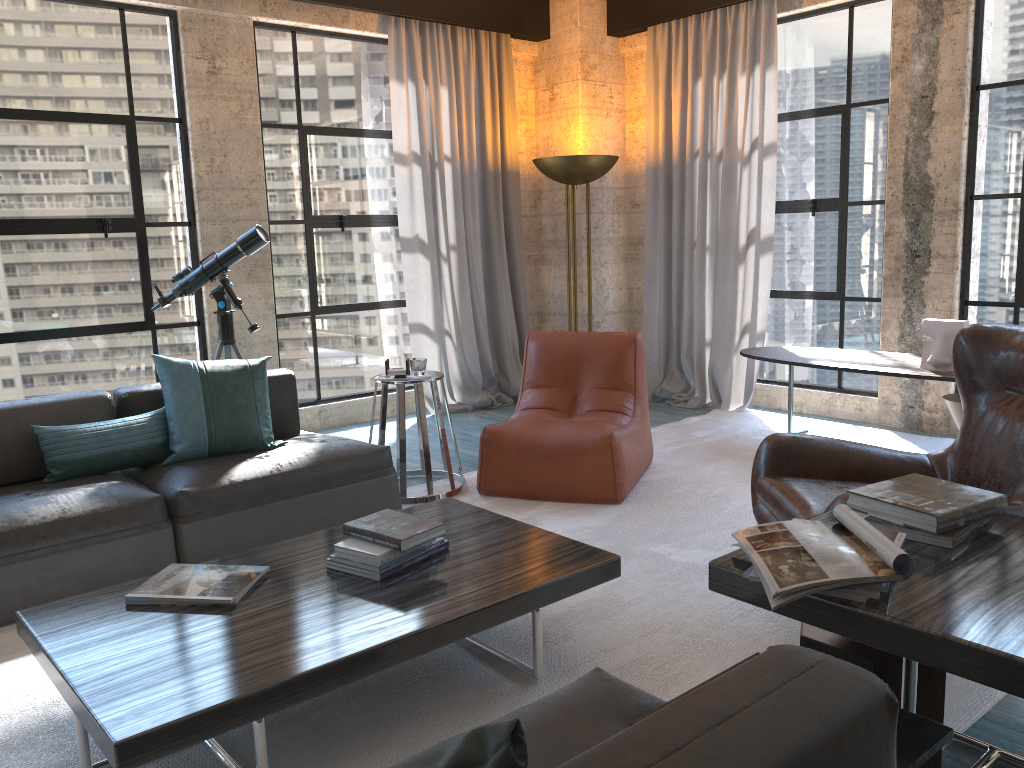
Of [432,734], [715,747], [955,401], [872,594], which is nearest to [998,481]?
[872,594]

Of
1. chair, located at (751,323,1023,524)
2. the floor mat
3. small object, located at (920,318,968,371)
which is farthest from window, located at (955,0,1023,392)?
chair, located at (751,323,1023,524)

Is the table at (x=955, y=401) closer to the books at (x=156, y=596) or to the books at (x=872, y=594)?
the books at (x=872, y=594)

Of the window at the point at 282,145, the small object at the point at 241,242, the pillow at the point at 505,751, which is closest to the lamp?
the window at the point at 282,145

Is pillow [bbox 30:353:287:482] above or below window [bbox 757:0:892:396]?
below

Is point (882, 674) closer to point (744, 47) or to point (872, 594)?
point (872, 594)

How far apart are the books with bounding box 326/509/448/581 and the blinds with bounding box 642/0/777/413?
3.9 meters

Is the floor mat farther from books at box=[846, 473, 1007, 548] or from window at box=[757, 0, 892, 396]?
books at box=[846, 473, 1007, 548]

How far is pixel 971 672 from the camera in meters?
1.6

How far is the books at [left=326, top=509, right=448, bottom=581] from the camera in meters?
2.6 m
